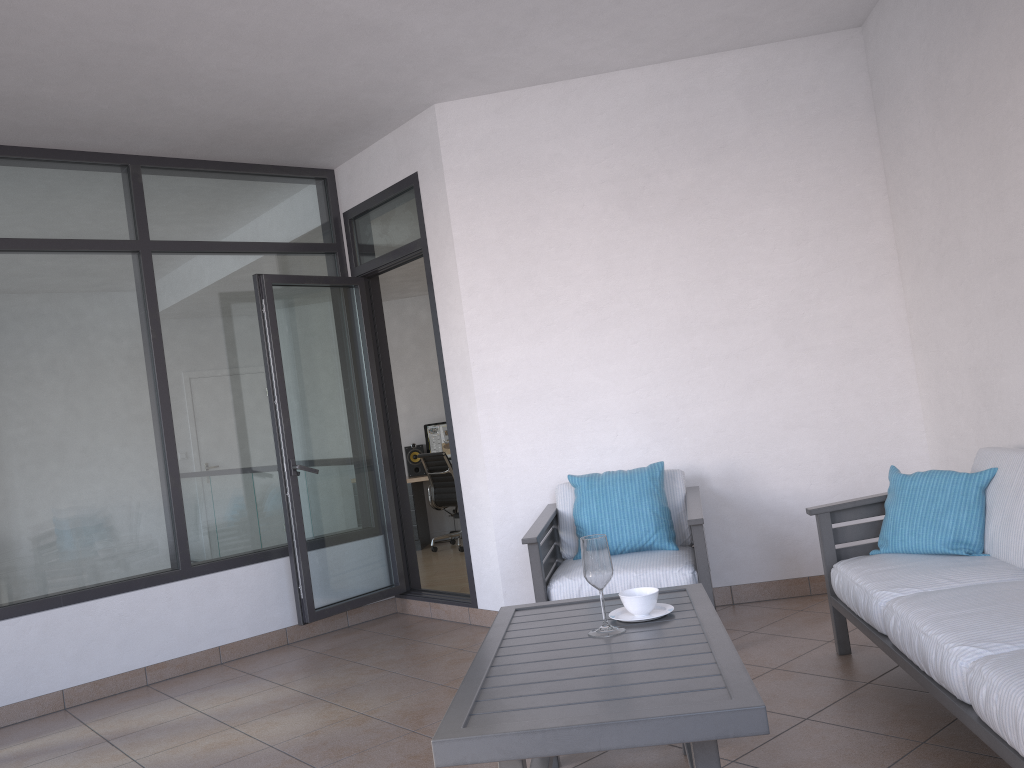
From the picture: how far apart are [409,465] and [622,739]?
7.73m

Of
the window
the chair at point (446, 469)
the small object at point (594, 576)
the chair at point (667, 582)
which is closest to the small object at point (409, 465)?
the chair at point (446, 469)

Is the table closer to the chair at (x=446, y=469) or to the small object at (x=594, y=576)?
the small object at (x=594, y=576)

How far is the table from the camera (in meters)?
1.86

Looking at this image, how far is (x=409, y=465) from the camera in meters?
9.5

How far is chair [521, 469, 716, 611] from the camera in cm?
384

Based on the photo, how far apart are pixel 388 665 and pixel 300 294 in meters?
2.2

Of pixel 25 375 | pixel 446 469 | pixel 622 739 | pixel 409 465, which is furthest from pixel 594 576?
pixel 409 465

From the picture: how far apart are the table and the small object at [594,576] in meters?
0.0

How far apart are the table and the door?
2.0m
